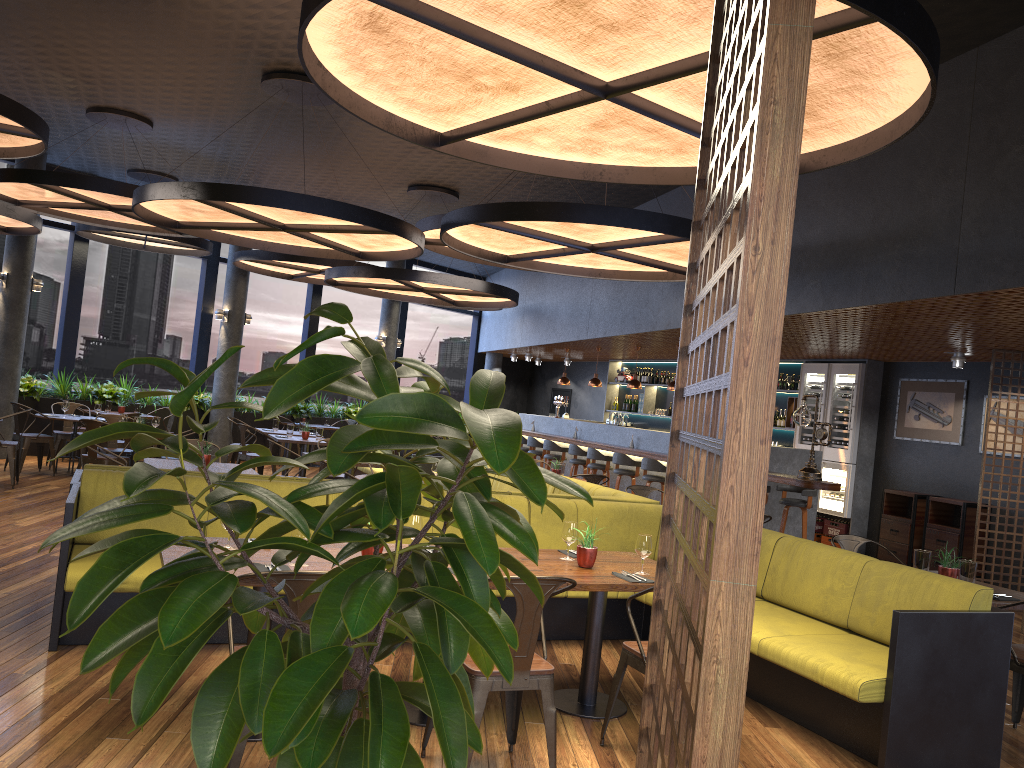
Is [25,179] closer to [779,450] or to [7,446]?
[7,446]

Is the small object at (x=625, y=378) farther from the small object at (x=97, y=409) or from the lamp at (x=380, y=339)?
the small object at (x=97, y=409)

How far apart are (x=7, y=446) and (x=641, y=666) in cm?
879

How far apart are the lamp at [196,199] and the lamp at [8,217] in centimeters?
273cm

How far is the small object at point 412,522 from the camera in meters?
4.5

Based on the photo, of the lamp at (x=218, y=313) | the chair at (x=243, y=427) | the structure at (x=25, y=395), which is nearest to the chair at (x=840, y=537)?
the chair at (x=243, y=427)

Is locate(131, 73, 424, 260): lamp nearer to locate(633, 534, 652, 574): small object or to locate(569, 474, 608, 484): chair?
locate(569, 474, 608, 484): chair

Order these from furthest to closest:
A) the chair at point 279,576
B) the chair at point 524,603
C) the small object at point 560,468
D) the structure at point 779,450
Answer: the structure at point 779,450 < the small object at point 560,468 < the chair at point 524,603 < the chair at point 279,576

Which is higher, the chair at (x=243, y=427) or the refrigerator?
the refrigerator

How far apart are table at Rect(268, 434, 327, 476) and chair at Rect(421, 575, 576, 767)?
8.60m
